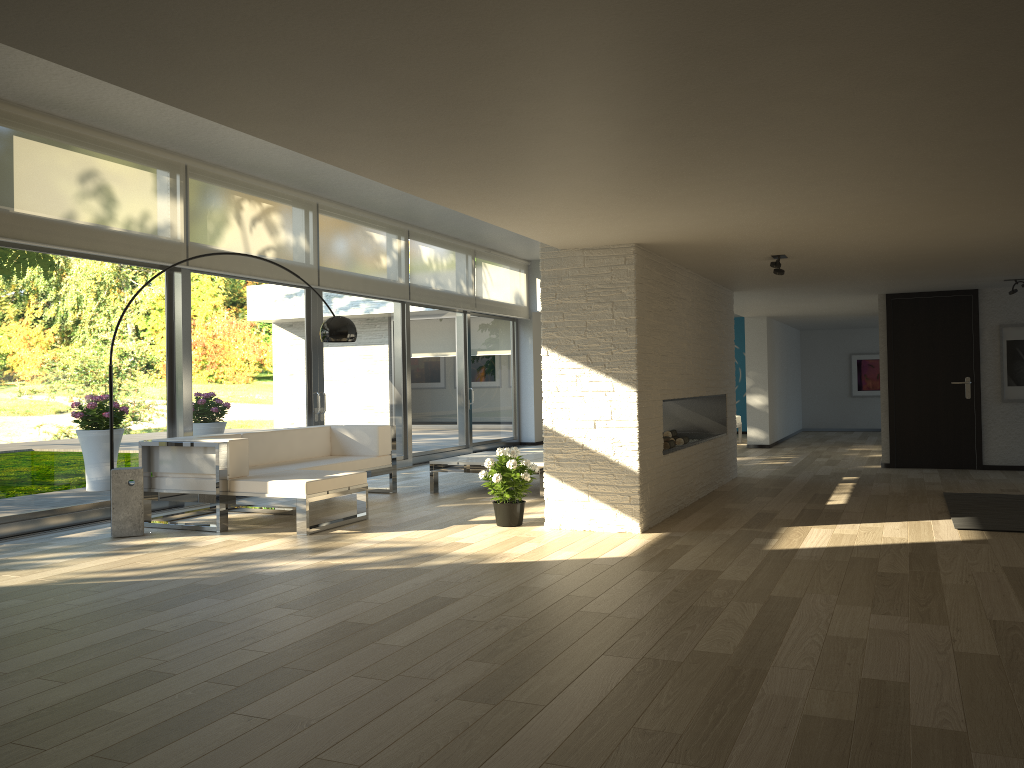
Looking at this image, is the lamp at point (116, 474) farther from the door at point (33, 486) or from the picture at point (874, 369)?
the picture at point (874, 369)

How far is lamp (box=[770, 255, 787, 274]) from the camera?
6.7 meters

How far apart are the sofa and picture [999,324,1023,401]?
6.49m

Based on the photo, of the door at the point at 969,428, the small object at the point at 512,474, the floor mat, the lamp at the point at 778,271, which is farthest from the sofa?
the door at the point at 969,428

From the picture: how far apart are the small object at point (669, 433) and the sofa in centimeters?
262cm

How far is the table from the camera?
8.20m

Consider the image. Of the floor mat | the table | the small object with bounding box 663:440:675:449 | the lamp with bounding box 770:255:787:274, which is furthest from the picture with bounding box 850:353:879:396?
the lamp with bounding box 770:255:787:274

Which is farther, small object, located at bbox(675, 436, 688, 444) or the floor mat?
small object, located at bbox(675, 436, 688, 444)

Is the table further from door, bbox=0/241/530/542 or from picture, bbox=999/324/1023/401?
picture, bbox=999/324/1023/401

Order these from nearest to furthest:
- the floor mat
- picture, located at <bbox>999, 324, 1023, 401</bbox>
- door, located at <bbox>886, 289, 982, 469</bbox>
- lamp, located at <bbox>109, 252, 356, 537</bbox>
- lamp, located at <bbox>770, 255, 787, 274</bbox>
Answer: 1. the floor mat
2. lamp, located at <bbox>109, 252, 356, 537</bbox>
3. lamp, located at <bbox>770, 255, 787, 274</bbox>
4. picture, located at <bbox>999, 324, 1023, 401</bbox>
5. door, located at <bbox>886, 289, 982, 469</bbox>
